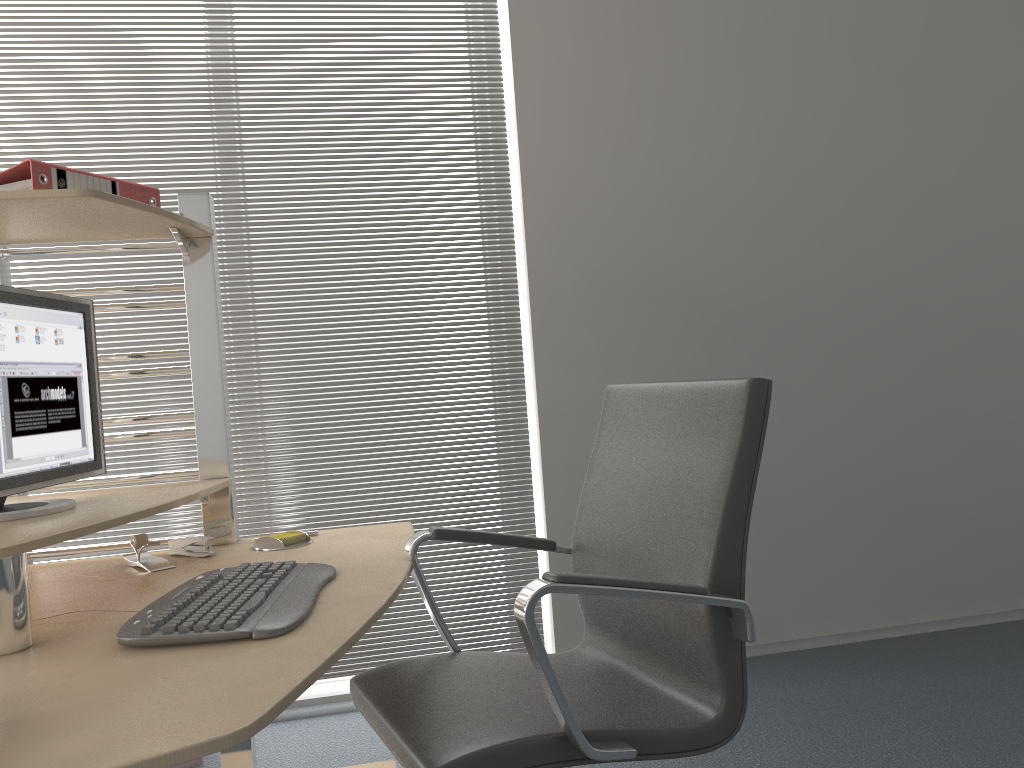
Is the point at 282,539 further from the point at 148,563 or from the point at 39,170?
the point at 39,170

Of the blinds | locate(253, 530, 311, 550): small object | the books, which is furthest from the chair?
the blinds

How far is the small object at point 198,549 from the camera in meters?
2.0

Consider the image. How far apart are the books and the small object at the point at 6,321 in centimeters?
20cm

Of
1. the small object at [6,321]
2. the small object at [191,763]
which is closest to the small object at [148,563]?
the small object at [6,321]

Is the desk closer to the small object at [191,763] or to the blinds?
the small object at [191,763]

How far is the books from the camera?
1.66m

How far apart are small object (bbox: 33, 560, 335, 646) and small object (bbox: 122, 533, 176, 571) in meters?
0.3 m

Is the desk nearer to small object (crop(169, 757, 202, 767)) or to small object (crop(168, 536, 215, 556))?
small object (crop(168, 536, 215, 556))

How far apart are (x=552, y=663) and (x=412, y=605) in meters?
1.4
